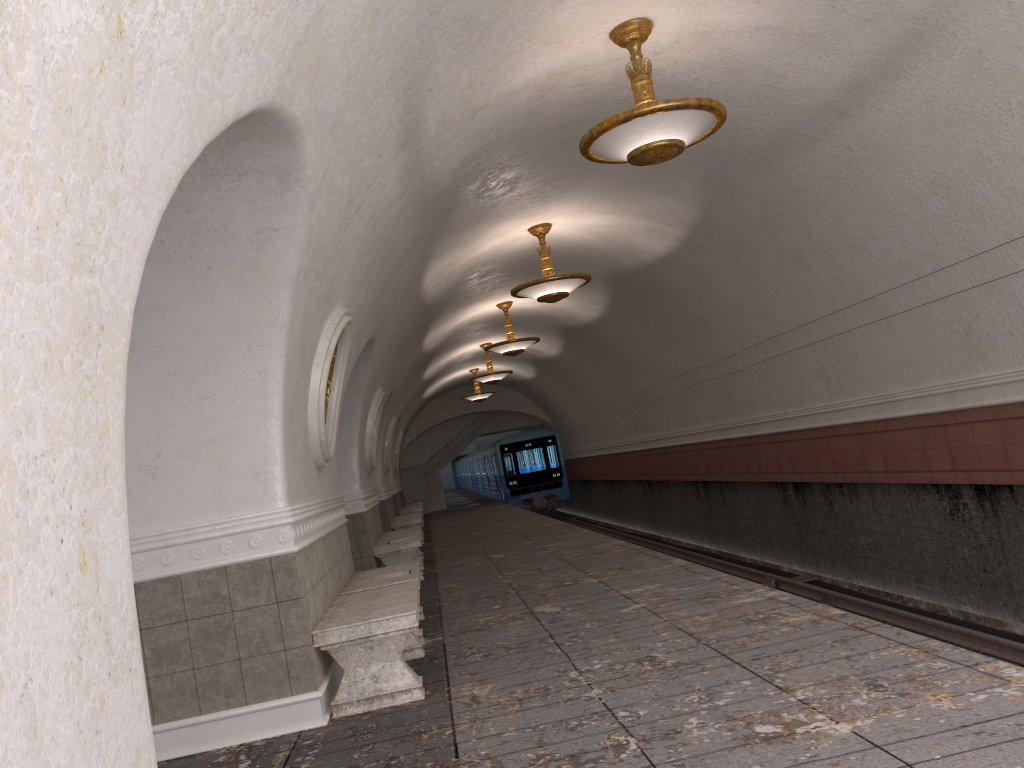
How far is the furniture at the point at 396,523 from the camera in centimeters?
1698cm

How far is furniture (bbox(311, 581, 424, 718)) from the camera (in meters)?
5.08

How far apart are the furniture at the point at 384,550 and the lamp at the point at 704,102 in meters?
6.2

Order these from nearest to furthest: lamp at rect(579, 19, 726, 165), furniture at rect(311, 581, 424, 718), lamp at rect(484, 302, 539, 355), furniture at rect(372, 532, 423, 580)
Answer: furniture at rect(311, 581, 424, 718) → lamp at rect(579, 19, 726, 165) → furniture at rect(372, 532, 423, 580) → lamp at rect(484, 302, 539, 355)

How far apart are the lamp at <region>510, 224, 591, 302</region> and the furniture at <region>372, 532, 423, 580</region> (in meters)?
3.29

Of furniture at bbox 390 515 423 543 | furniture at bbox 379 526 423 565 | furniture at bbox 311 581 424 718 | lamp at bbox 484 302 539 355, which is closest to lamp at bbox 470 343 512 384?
furniture at bbox 390 515 423 543

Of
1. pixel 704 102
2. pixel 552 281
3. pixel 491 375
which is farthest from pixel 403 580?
pixel 491 375

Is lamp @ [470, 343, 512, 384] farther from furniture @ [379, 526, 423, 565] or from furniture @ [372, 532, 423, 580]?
furniture @ [372, 532, 423, 580]

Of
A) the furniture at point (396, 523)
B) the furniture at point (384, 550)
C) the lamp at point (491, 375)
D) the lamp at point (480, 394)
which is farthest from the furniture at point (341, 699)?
the lamp at point (480, 394)

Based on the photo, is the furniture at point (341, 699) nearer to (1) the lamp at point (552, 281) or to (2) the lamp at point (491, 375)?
(1) the lamp at point (552, 281)
